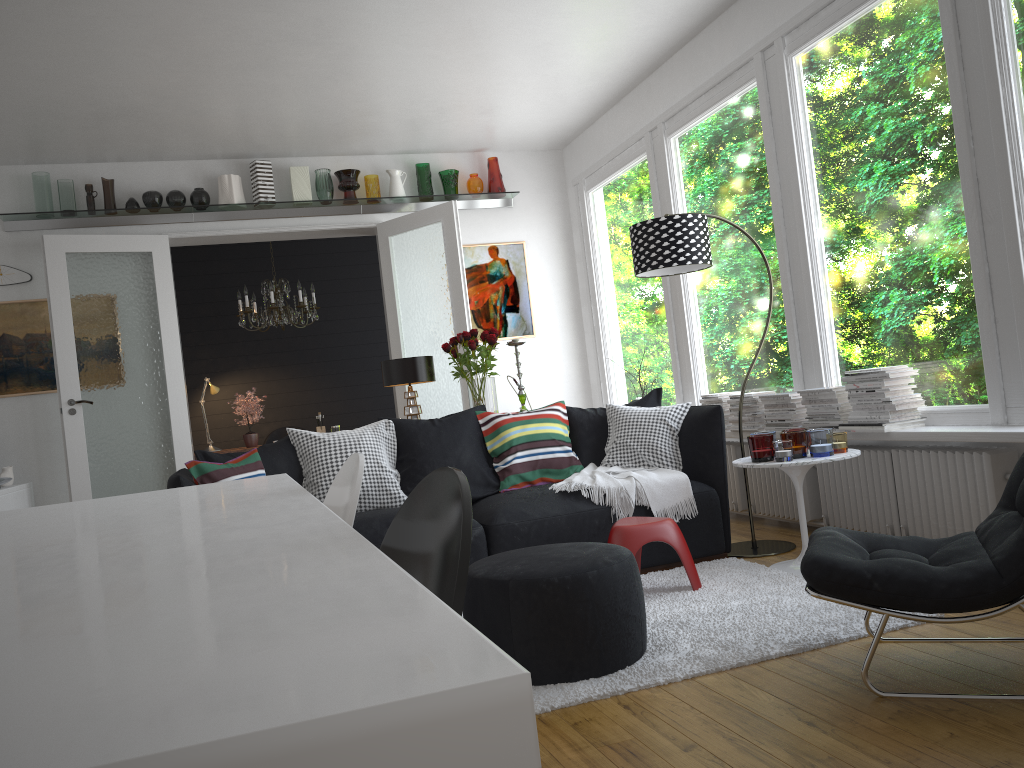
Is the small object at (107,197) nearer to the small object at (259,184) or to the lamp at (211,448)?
the small object at (259,184)

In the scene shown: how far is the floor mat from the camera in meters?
2.7 m

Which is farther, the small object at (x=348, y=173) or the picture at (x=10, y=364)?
the small object at (x=348, y=173)

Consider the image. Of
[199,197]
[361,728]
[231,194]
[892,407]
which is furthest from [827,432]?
[199,197]

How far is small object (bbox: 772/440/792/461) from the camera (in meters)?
3.83

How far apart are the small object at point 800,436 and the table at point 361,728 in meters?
2.6

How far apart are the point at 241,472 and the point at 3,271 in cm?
389

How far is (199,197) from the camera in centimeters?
682cm

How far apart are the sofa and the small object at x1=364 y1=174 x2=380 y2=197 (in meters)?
3.72

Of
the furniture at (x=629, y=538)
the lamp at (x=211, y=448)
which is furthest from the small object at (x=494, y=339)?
the lamp at (x=211, y=448)
